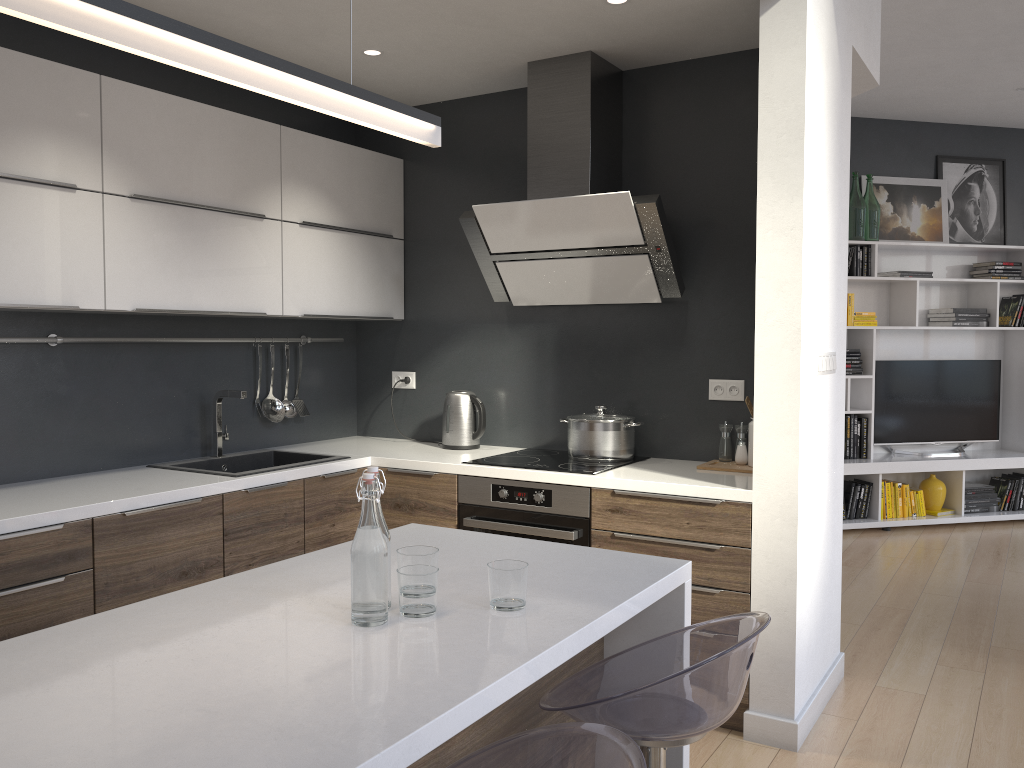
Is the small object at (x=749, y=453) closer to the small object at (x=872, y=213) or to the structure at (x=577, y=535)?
the structure at (x=577, y=535)

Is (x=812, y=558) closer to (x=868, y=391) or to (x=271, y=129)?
(x=271, y=129)

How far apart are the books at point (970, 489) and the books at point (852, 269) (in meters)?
1.84

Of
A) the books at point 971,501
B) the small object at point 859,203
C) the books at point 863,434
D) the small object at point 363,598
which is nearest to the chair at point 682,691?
the small object at point 363,598

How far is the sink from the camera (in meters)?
3.56

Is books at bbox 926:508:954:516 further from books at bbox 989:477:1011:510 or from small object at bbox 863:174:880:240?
small object at bbox 863:174:880:240

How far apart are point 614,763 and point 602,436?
2.36m

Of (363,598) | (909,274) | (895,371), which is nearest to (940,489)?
(895,371)

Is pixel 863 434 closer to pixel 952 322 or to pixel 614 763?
pixel 952 322

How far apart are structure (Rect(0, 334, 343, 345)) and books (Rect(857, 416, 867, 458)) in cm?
414
